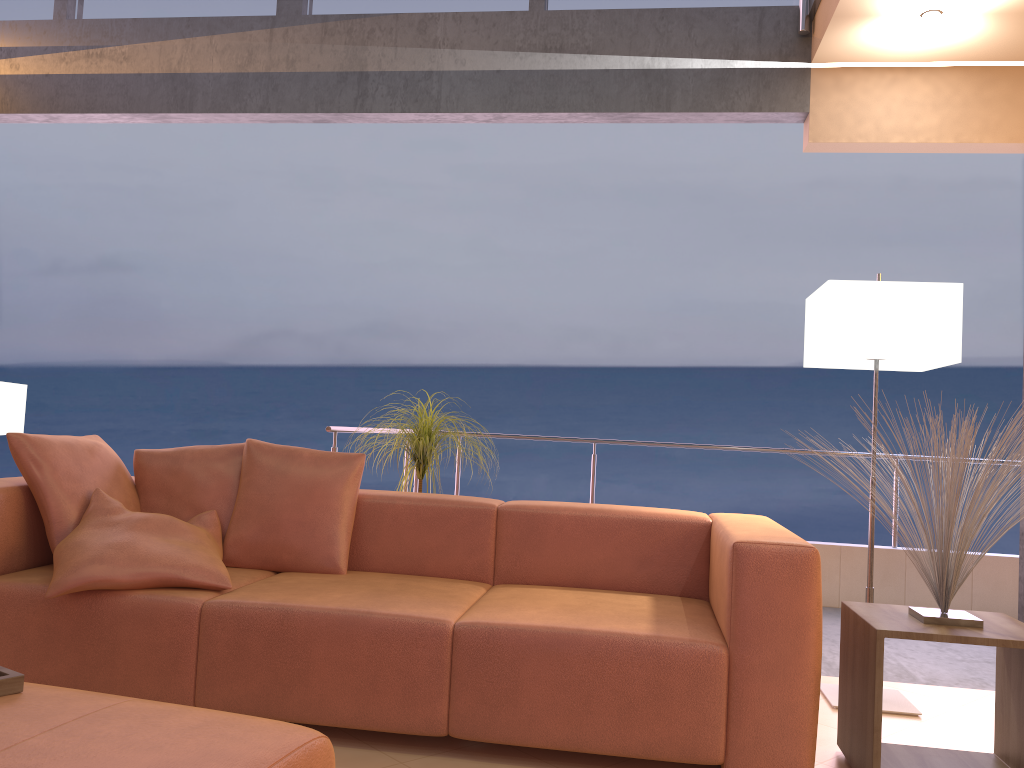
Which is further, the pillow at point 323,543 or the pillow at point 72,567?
the pillow at point 323,543

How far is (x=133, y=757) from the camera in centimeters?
147cm

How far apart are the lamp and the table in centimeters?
50cm

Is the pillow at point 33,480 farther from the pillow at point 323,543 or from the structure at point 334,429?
the structure at point 334,429

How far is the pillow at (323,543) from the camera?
3.1m

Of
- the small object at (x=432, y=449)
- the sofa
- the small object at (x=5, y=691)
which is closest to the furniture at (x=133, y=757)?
the small object at (x=5, y=691)

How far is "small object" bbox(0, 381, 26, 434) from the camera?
3.52m

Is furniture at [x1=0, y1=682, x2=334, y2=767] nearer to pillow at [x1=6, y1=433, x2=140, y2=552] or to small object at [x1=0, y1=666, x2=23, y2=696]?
small object at [x1=0, y1=666, x2=23, y2=696]

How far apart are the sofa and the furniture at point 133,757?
0.8m

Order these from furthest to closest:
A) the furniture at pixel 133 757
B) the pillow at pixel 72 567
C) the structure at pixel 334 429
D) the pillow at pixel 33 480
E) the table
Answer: the structure at pixel 334 429, the pillow at pixel 33 480, the pillow at pixel 72 567, the table, the furniture at pixel 133 757
